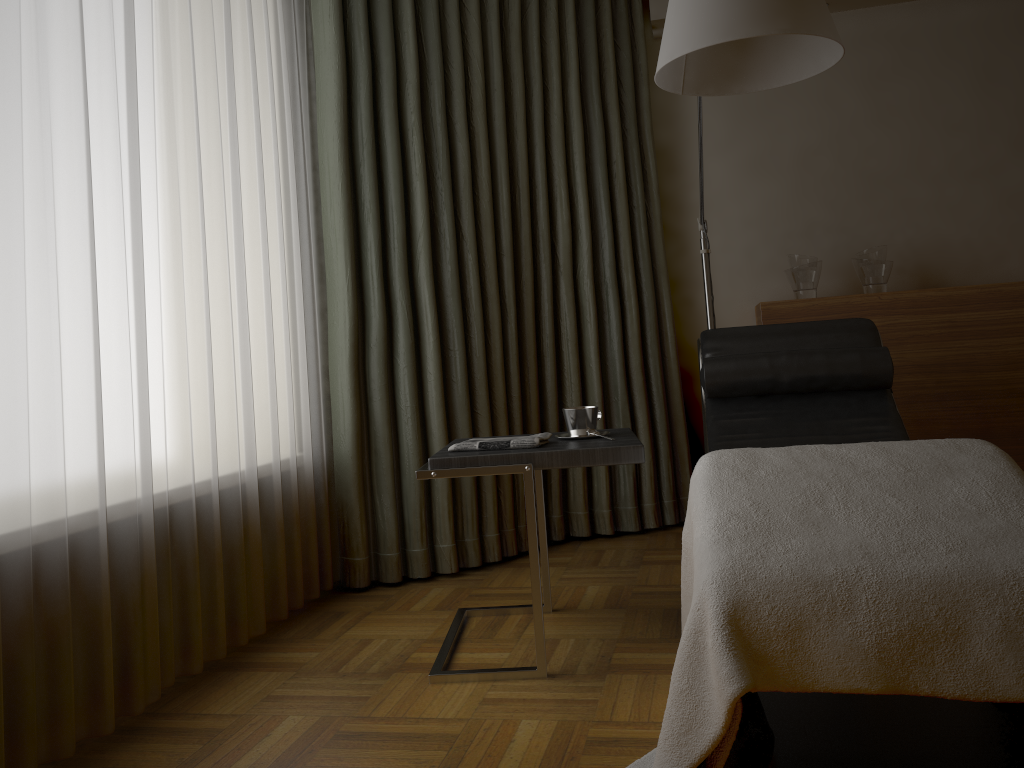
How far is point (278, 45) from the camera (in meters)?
2.81

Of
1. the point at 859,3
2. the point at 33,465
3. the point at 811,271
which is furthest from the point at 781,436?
the point at 859,3

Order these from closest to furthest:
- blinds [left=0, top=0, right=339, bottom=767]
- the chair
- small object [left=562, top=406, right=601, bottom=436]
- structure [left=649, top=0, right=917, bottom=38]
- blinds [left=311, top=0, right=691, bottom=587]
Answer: blinds [left=0, top=0, right=339, bottom=767] → small object [left=562, top=406, right=601, bottom=436] → the chair → blinds [left=311, top=0, right=691, bottom=587] → structure [left=649, top=0, right=917, bottom=38]

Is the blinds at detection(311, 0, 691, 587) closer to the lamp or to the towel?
the lamp

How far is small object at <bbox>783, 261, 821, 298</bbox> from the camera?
3.52m

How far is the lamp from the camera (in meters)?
1.91

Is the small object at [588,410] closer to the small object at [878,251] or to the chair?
the chair

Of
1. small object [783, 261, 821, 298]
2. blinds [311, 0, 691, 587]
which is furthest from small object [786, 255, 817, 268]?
blinds [311, 0, 691, 587]

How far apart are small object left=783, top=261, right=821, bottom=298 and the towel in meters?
1.7 m

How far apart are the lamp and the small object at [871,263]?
0.70m
